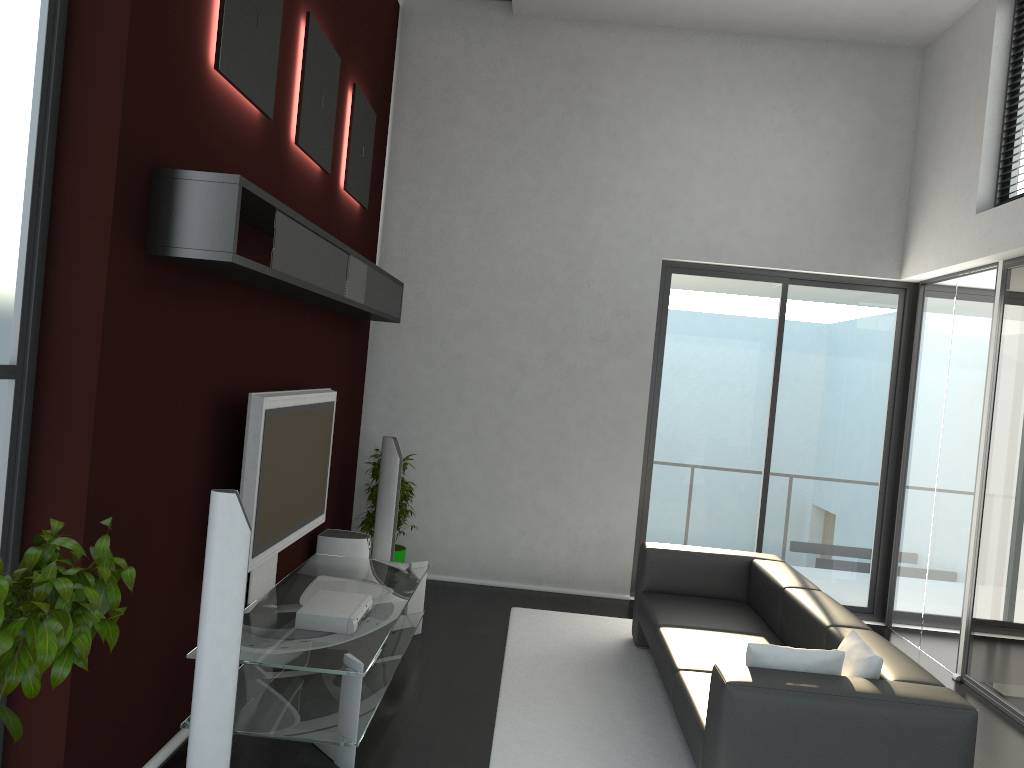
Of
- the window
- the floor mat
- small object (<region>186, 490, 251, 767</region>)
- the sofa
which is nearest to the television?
small object (<region>186, 490, 251, 767</region>)

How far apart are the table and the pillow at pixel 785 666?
1.5m

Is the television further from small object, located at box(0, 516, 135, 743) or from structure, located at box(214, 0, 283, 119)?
small object, located at box(0, 516, 135, 743)

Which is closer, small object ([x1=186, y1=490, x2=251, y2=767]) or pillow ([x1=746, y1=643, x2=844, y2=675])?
small object ([x1=186, y1=490, x2=251, y2=767])

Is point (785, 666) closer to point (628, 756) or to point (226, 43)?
point (628, 756)

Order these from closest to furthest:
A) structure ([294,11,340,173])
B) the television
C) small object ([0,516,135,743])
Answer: small object ([0,516,135,743])
the television
structure ([294,11,340,173])

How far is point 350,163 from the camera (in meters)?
5.66

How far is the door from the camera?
7.04m

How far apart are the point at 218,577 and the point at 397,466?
2.95m

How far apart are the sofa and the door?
1.3m
